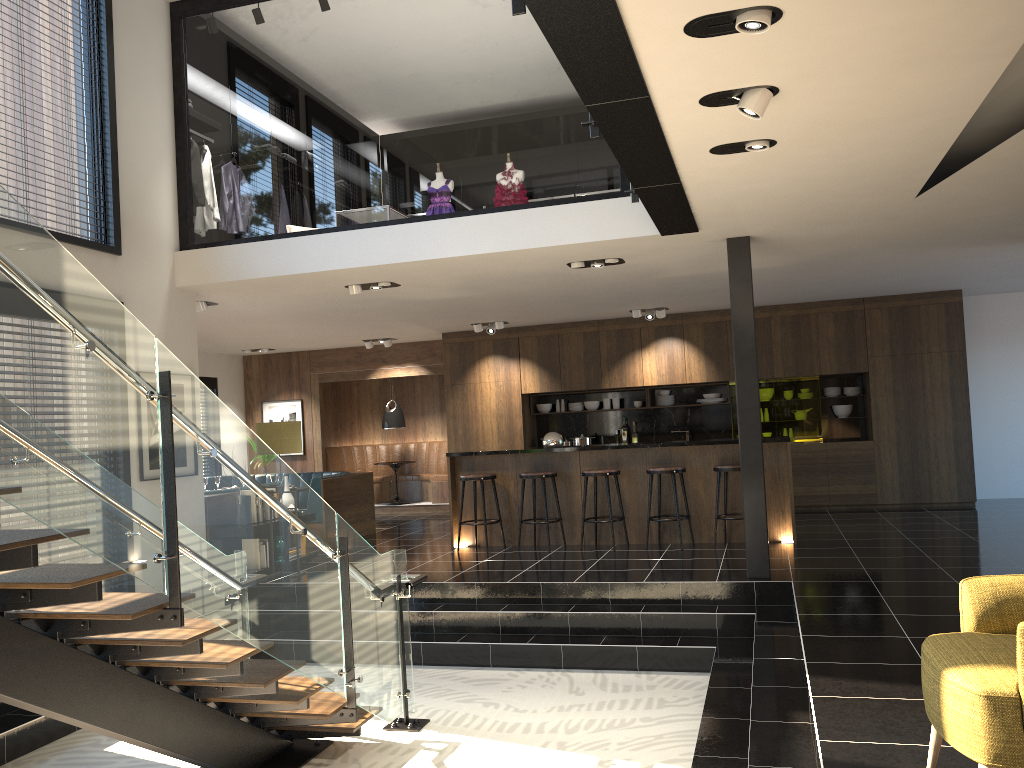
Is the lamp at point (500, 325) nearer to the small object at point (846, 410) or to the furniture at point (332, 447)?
the furniture at point (332, 447)

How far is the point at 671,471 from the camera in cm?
867

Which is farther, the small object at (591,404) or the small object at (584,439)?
the small object at (591,404)

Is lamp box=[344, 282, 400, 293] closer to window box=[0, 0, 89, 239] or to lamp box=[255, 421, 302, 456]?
lamp box=[255, 421, 302, 456]

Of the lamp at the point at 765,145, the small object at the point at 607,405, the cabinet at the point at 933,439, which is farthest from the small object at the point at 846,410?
the lamp at the point at 765,145

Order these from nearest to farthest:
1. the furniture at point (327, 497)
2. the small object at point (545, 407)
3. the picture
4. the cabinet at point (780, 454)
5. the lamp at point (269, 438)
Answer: the lamp at point (269, 438) < the cabinet at point (780, 454) < the furniture at point (327, 497) < the small object at point (545, 407) < the picture

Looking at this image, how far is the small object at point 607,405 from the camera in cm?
1275

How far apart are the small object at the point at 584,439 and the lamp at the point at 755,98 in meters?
8.7

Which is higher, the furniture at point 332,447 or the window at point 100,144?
the window at point 100,144

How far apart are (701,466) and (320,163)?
24.2m
